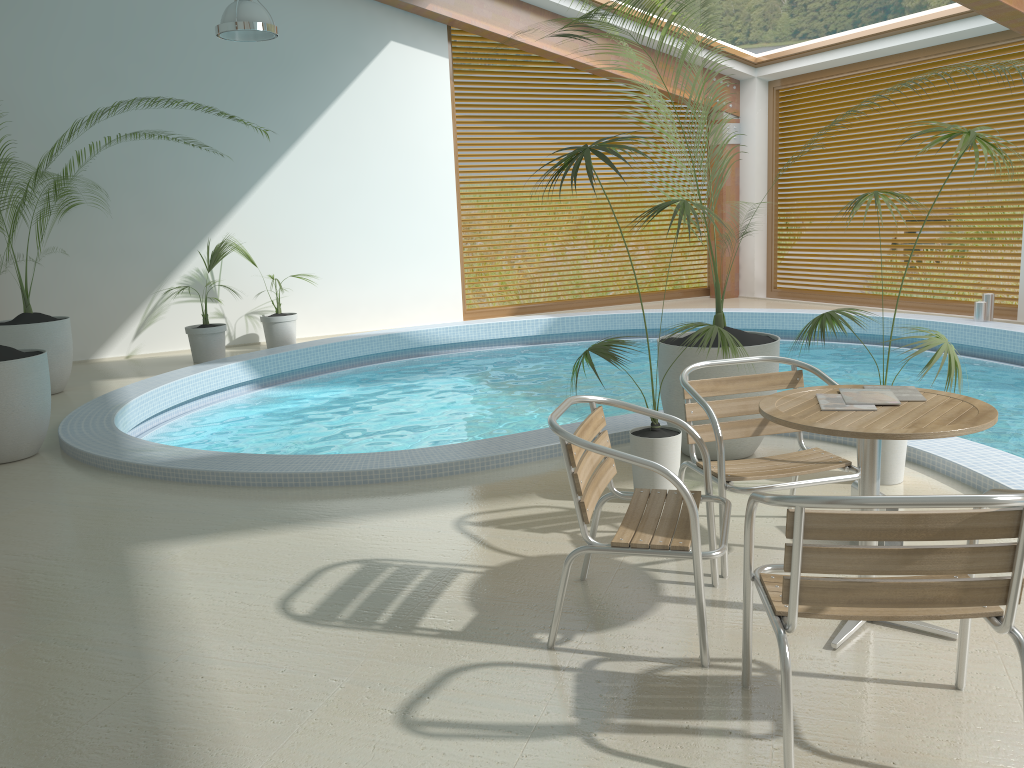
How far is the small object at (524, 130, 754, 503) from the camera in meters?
3.9 m

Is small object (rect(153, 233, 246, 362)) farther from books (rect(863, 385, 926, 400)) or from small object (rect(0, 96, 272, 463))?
books (rect(863, 385, 926, 400))

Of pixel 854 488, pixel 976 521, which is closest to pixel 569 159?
pixel 854 488

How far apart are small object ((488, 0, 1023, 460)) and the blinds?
6.5 meters

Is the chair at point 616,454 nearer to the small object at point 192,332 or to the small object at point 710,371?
the small object at point 710,371

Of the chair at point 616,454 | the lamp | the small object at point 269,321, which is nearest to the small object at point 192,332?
the small object at point 269,321

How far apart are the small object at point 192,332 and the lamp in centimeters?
247cm

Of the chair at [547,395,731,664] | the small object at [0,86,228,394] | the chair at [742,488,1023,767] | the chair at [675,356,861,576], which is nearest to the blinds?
the chair at [675,356,861,576]

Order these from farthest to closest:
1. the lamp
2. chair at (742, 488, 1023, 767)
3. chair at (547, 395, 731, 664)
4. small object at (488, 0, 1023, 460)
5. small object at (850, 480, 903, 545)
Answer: the lamp
small object at (488, 0, 1023, 460)
small object at (850, 480, 903, 545)
chair at (547, 395, 731, 664)
chair at (742, 488, 1023, 767)

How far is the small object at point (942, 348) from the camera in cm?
393
